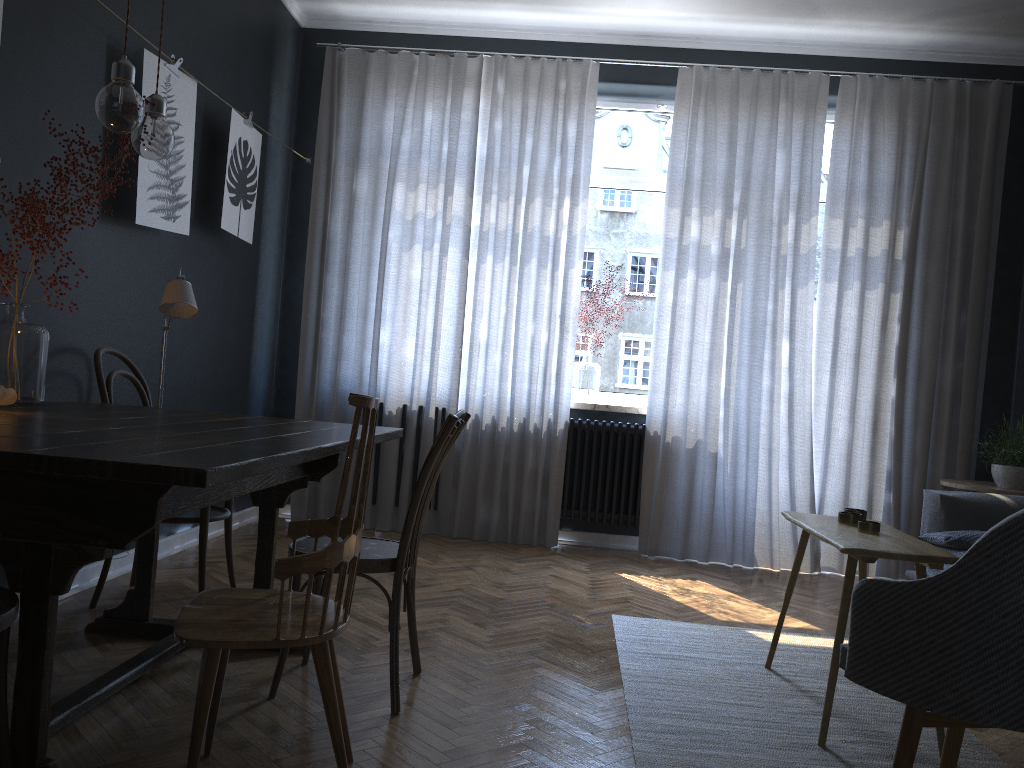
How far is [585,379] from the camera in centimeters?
519cm

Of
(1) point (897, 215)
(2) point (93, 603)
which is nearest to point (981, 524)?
(1) point (897, 215)

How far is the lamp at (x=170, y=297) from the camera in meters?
2.8

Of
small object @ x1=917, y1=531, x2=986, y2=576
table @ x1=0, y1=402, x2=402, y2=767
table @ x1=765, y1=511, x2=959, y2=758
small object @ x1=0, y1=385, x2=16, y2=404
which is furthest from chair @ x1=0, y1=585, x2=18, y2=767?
small object @ x1=917, y1=531, x2=986, y2=576

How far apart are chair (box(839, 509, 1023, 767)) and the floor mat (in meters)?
0.34

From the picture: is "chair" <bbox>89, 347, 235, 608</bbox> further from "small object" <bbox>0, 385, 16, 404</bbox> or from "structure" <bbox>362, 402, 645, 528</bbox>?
"structure" <bbox>362, 402, 645, 528</bbox>

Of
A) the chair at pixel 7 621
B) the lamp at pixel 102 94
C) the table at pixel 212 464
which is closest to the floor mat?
the table at pixel 212 464

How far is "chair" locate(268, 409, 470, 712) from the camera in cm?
237

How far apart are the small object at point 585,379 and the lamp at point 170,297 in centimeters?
259cm

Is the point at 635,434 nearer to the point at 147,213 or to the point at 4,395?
the point at 147,213
